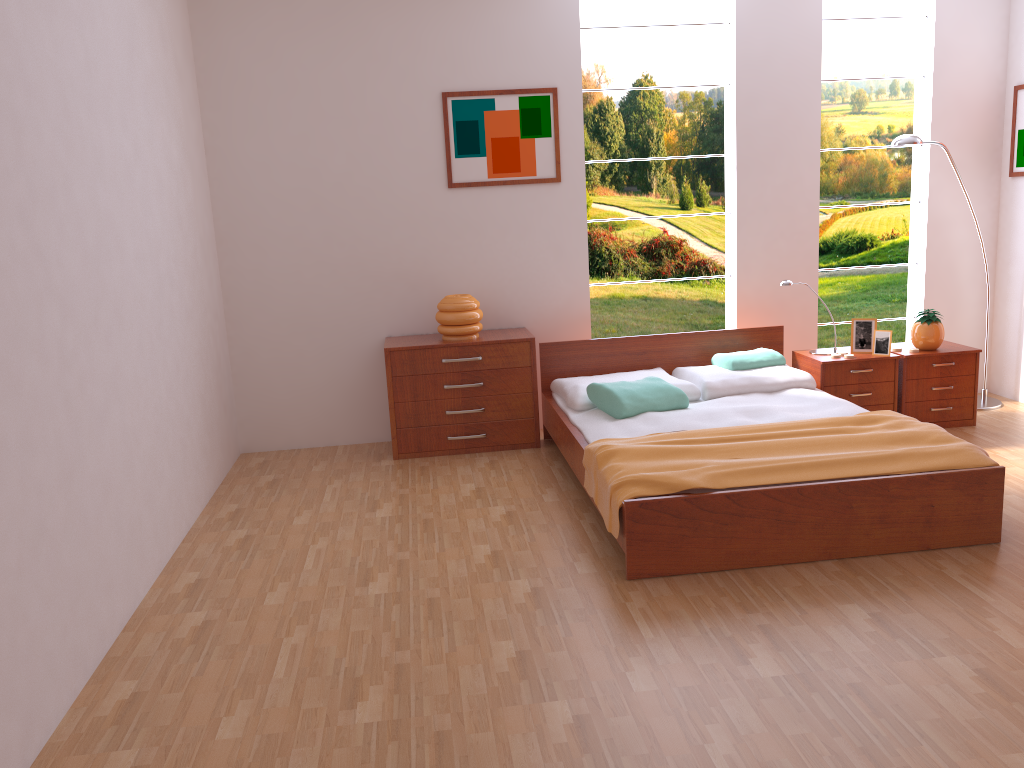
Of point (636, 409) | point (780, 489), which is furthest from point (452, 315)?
point (780, 489)

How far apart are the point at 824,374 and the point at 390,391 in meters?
2.3

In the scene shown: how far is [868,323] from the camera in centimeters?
485cm

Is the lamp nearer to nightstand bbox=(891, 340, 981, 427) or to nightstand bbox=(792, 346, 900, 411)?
nightstand bbox=(891, 340, 981, 427)

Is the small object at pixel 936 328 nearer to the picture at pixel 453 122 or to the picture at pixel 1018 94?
the picture at pixel 1018 94

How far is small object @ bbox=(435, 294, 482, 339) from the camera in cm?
480

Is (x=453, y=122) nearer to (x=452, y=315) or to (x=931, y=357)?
(x=452, y=315)

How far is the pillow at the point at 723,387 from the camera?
4.5m

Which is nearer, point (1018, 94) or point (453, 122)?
point (453, 122)

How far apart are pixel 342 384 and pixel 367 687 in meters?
2.8 m
